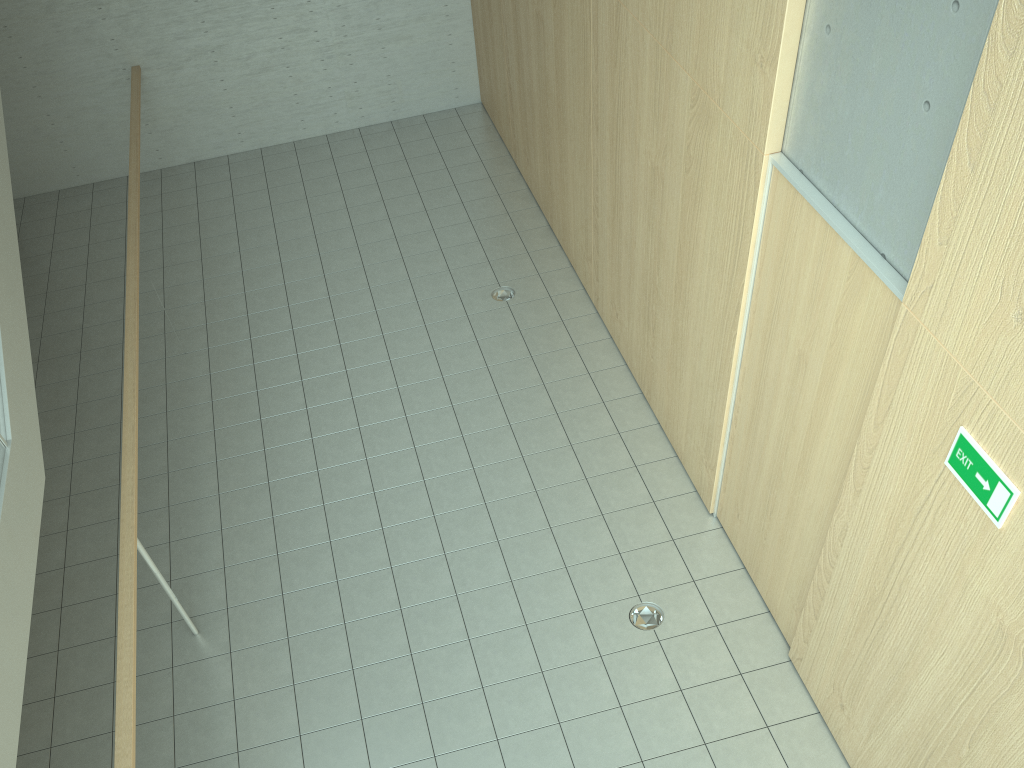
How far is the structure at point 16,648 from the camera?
2.9 meters

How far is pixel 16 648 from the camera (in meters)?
2.86

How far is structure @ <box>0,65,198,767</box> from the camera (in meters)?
2.86

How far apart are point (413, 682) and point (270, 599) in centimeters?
105cm
